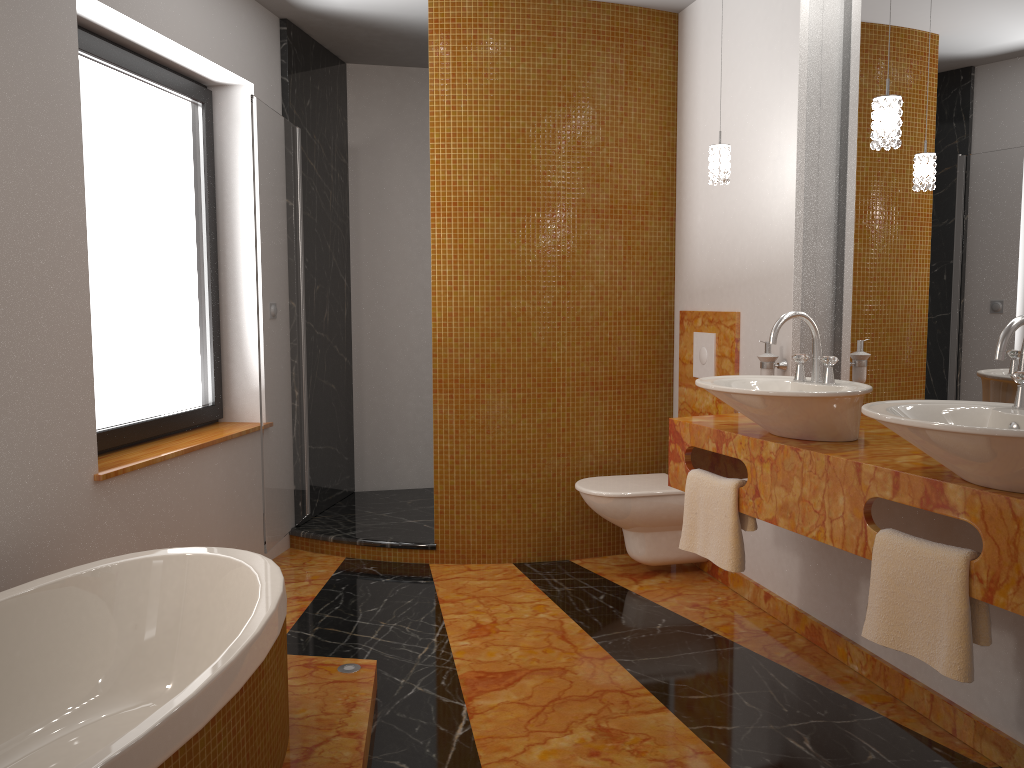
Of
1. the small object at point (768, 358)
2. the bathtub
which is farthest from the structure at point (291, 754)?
the small object at point (768, 358)

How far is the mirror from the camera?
2.4m

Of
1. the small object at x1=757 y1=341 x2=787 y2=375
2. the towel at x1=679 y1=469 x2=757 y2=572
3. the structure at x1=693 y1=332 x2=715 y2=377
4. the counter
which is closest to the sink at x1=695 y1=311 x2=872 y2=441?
the counter

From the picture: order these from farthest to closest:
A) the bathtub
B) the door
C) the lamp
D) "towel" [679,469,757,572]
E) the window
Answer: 1. the door
2. the window
3. "towel" [679,469,757,572]
4. the lamp
5. the bathtub

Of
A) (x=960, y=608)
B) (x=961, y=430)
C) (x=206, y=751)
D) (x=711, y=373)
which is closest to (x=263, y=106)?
(x=711, y=373)

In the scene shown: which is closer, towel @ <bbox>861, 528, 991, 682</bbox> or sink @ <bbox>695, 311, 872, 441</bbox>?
towel @ <bbox>861, 528, 991, 682</bbox>

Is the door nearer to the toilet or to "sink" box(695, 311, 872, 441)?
the toilet

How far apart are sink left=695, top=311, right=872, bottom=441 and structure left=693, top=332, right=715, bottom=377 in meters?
1.0

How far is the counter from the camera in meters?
1.8 m

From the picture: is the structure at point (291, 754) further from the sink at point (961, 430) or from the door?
the sink at point (961, 430)
